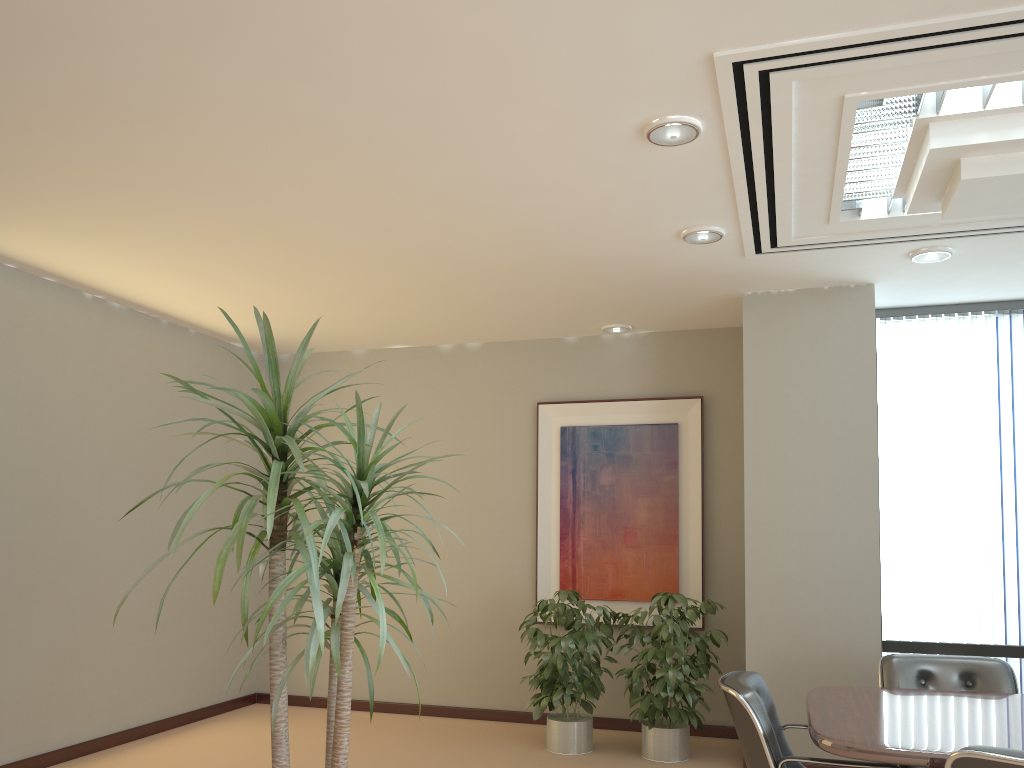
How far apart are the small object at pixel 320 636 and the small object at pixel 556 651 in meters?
3.2

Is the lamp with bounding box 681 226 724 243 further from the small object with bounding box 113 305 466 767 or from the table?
the small object with bounding box 113 305 466 767

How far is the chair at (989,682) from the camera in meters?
4.3 m

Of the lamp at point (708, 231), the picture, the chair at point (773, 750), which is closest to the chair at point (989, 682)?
the chair at point (773, 750)

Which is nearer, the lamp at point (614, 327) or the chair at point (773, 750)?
the chair at point (773, 750)

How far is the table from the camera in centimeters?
294cm

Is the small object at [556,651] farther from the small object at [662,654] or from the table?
the table

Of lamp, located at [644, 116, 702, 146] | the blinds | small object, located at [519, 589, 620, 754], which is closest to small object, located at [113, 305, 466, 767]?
lamp, located at [644, 116, 702, 146]

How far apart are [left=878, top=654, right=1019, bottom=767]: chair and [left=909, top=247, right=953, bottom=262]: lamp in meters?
2.1

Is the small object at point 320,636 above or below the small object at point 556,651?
above
